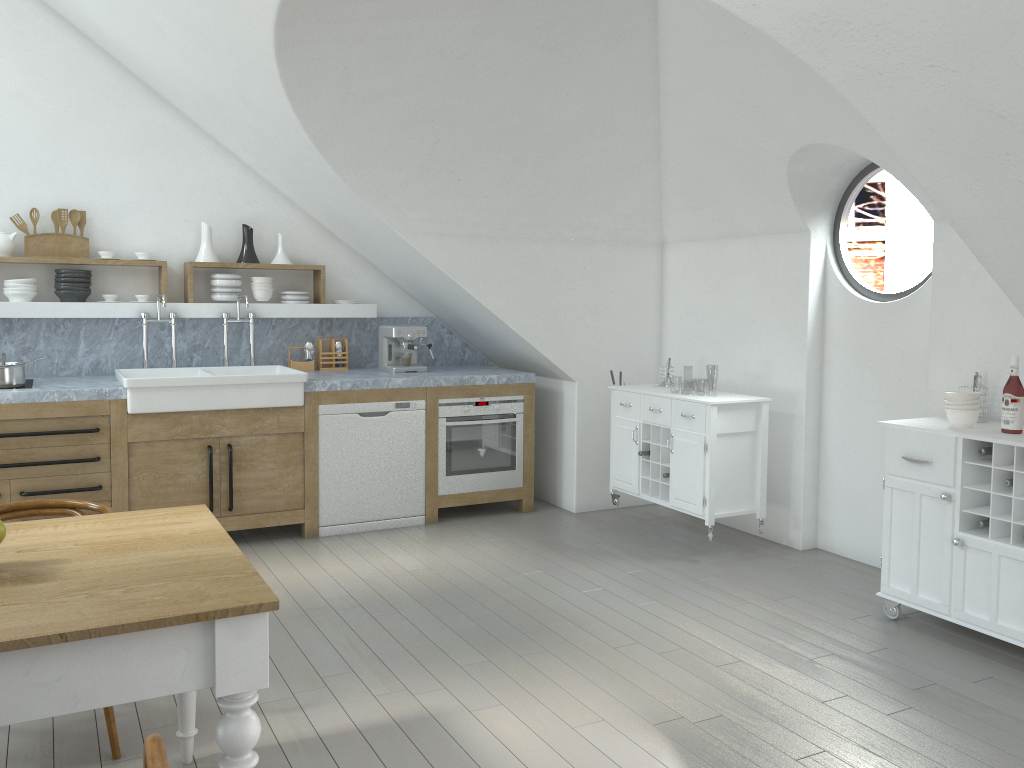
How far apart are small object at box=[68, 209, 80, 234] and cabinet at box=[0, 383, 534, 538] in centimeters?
133cm

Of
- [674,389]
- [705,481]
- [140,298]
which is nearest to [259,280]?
[140,298]

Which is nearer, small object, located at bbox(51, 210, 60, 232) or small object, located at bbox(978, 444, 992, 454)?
small object, located at bbox(978, 444, 992, 454)

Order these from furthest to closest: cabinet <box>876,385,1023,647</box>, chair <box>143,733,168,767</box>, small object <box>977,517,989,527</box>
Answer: small object <box>977,517,989,527</box> < cabinet <box>876,385,1023,647</box> < chair <box>143,733,168,767</box>

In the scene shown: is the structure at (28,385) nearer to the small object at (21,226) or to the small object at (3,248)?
the small object at (3,248)

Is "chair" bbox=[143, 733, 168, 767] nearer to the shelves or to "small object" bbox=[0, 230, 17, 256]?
the shelves

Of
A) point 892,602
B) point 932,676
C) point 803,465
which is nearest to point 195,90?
point 803,465

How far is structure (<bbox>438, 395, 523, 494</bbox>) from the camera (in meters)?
5.83

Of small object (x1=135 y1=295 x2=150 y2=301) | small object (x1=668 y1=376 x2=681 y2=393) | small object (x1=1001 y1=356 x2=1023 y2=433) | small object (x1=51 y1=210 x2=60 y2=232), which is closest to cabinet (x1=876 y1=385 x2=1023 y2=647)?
small object (x1=1001 y1=356 x2=1023 y2=433)

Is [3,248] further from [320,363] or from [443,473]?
[443,473]
